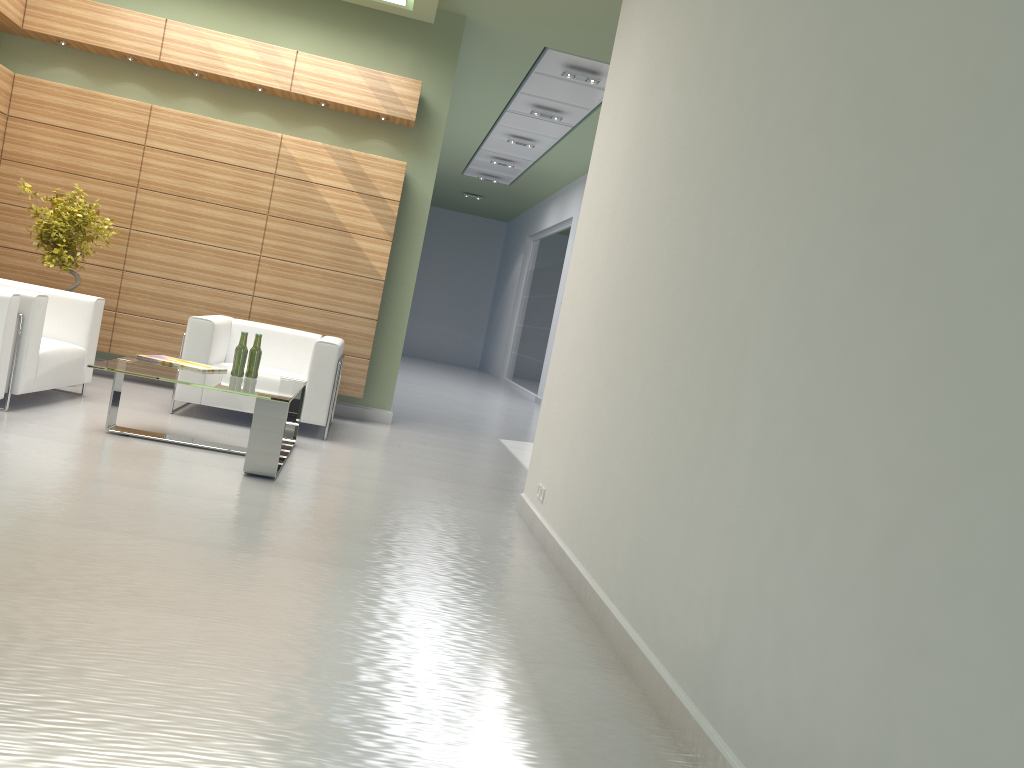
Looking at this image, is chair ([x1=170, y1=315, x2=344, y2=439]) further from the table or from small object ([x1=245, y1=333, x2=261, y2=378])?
small object ([x1=245, y1=333, x2=261, y2=378])

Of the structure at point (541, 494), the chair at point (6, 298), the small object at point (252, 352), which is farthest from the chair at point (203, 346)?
the structure at point (541, 494)

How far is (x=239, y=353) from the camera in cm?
916

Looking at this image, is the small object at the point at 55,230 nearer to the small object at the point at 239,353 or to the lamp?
the small object at the point at 239,353

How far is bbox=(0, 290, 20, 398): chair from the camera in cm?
822

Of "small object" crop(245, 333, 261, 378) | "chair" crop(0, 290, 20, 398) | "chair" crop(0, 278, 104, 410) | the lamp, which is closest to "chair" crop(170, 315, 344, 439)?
"chair" crop(0, 278, 104, 410)

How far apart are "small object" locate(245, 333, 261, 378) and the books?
0.4 meters

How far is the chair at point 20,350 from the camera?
8.9m

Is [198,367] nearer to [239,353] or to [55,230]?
[239,353]

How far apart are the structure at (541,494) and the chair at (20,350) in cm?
536
